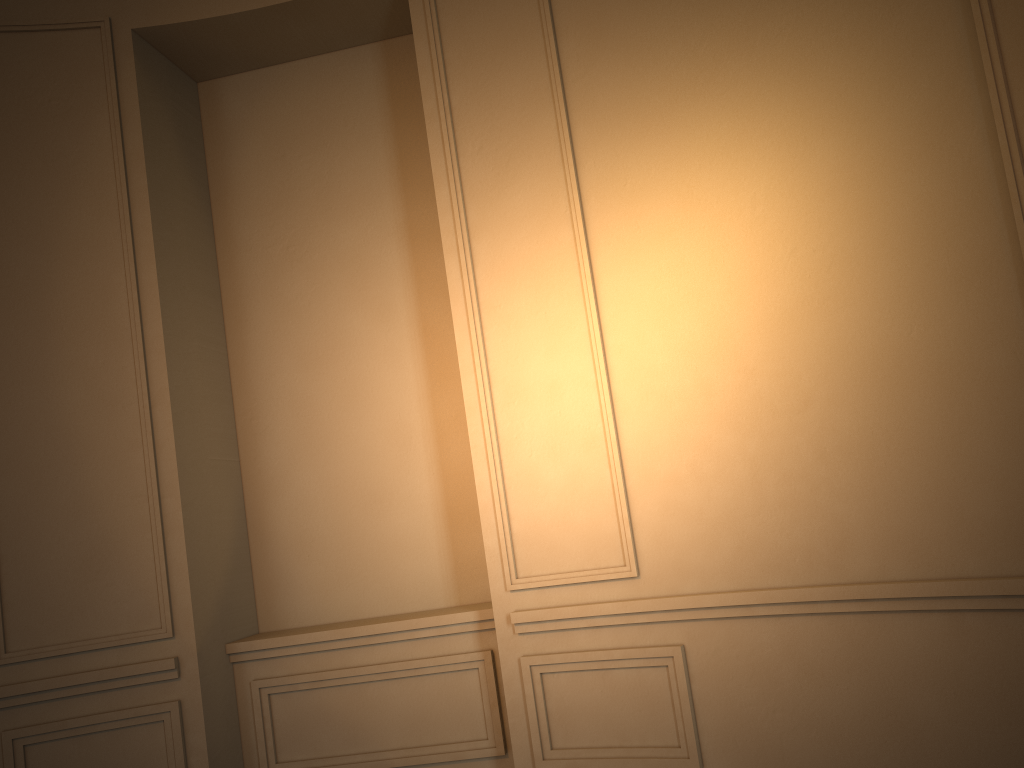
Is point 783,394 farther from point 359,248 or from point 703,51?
point 359,248
